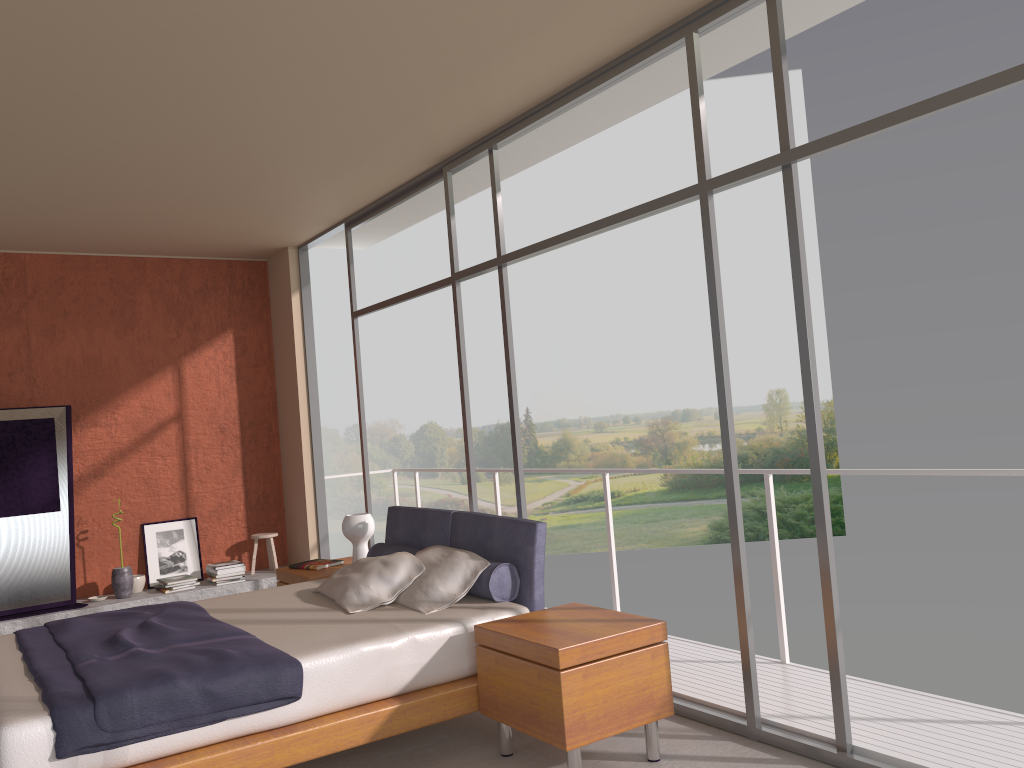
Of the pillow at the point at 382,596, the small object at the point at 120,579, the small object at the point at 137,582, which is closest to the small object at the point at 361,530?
the pillow at the point at 382,596

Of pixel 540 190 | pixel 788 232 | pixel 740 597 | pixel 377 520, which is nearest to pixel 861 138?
pixel 788 232

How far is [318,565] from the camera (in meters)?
5.90

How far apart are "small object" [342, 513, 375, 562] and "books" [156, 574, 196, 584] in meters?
2.3 m

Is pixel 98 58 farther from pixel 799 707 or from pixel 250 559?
pixel 250 559

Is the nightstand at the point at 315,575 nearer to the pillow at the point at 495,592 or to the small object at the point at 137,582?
the pillow at the point at 495,592

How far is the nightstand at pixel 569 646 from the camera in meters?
3.4 m

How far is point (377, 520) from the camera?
25.0 meters

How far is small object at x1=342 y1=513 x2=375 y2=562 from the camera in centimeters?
582cm

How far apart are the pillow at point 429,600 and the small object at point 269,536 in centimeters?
354cm
